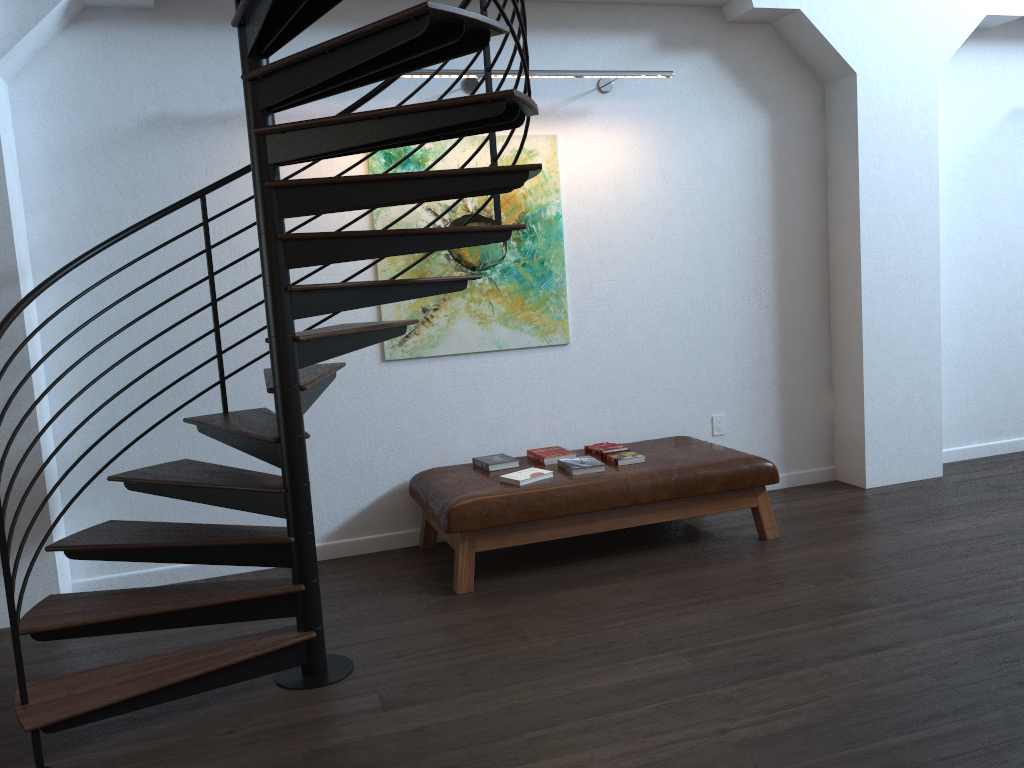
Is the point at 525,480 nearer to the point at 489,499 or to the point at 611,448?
the point at 489,499

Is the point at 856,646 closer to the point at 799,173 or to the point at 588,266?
the point at 588,266

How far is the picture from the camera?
4.9 meters

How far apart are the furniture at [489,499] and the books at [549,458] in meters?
0.0 m

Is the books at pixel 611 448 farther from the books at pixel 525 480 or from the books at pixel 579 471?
the books at pixel 525 480

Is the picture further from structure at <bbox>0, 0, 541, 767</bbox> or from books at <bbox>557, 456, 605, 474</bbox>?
books at <bbox>557, 456, 605, 474</bbox>

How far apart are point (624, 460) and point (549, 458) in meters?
0.4 m

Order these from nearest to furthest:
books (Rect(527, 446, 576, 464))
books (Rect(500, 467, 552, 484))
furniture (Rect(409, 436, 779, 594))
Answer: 1. furniture (Rect(409, 436, 779, 594))
2. books (Rect(500, 467, 552, 484))
3. books (Rect(527, 446, 576, 464))

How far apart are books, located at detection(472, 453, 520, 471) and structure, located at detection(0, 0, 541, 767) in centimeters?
98cm

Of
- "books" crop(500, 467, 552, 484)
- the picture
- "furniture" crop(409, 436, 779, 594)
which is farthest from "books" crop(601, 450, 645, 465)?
the picture
